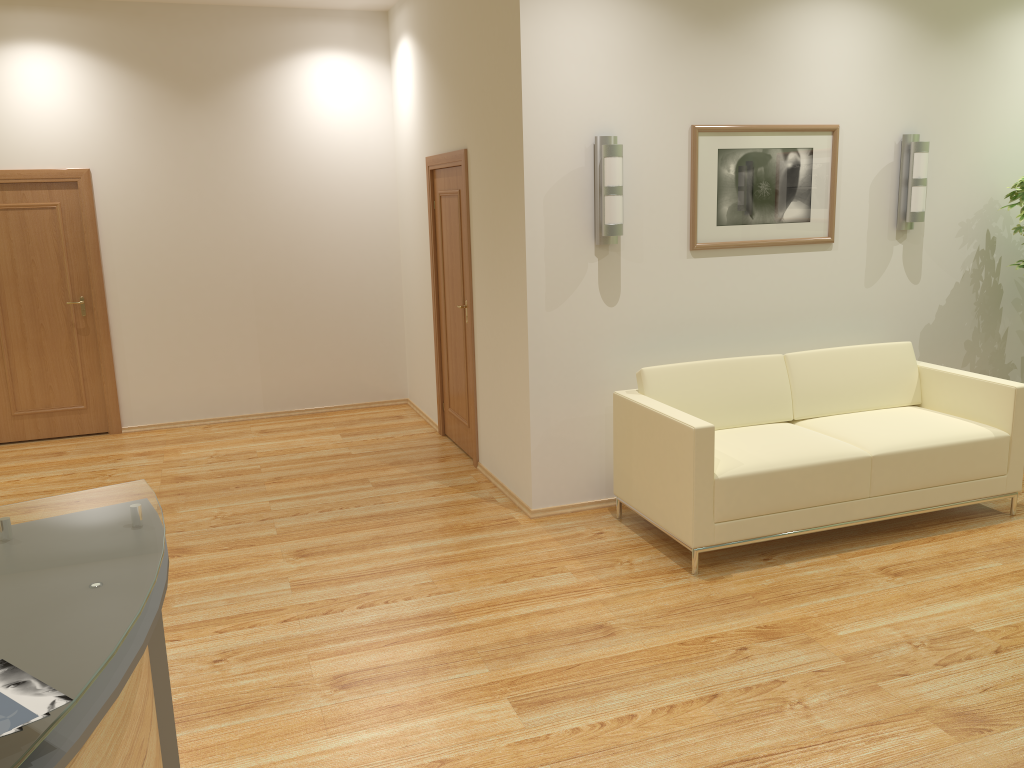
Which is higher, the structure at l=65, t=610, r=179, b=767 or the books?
the books

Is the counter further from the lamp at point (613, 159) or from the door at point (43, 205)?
the door at point (43, 205)

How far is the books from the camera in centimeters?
121cm

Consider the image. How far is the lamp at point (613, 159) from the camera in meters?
4.7 m

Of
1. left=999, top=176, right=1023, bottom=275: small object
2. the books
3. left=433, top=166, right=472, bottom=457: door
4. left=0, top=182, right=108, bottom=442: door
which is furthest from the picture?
left=0, top=182, right=108, bottom=442: door

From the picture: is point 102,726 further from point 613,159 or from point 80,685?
point 613,159

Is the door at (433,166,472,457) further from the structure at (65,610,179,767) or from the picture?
the structure at (65,610,179,767)

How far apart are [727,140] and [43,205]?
5.1 meters

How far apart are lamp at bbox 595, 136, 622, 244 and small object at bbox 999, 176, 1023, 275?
2.7 meters

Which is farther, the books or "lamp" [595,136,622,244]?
"lamp" [595,136,622,244]
